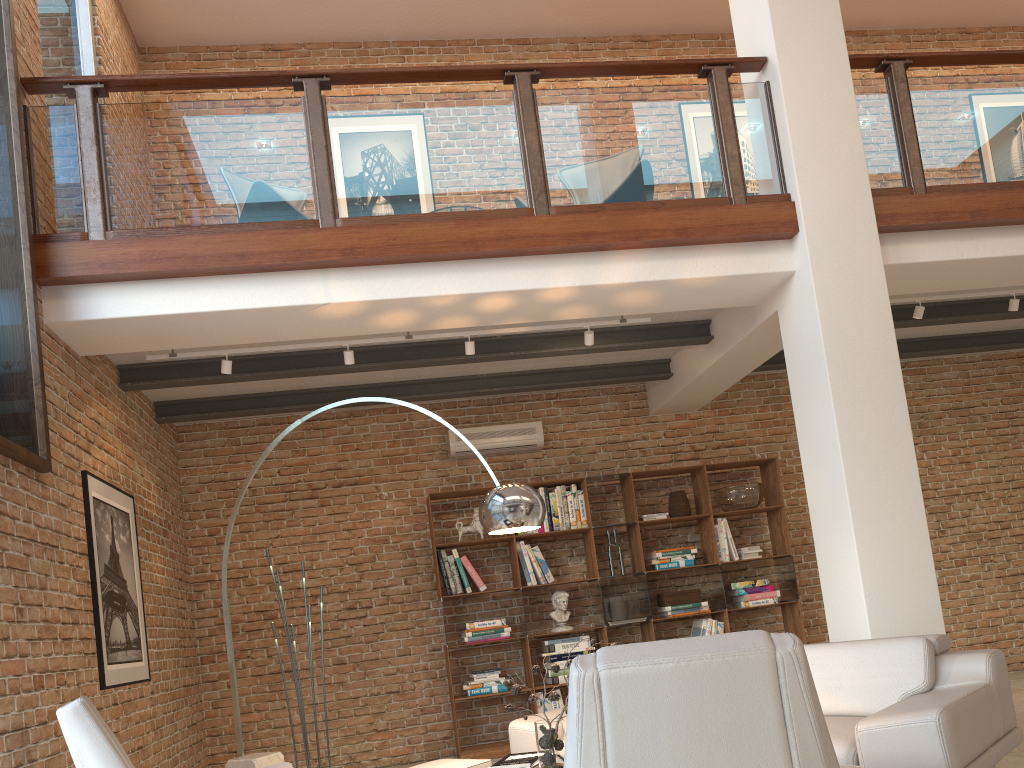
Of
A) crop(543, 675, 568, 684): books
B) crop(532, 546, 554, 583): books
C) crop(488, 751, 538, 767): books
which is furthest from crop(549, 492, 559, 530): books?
crop(488, 751, 538, 767): books

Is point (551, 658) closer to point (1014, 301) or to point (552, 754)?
point (552, 754)

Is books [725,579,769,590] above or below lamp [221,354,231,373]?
below

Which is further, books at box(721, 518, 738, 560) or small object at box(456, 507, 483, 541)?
books at box(721, 518, 738, 560)

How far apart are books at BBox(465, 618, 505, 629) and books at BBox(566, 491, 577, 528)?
0.97m

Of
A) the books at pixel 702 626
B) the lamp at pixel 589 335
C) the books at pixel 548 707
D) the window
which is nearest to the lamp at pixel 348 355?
the lamp at pixel 589 335

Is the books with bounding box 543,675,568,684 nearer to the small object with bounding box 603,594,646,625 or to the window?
the small object with bounding box 603,594,646,625

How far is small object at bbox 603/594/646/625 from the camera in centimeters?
705cm

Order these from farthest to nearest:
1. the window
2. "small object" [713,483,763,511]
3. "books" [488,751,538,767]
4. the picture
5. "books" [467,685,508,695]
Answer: "small object" [713,483,763,511] < "books" [467,685,508,695] < the picture < the window < "books" [488,751,538,767]

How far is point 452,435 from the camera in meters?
7.4 m
